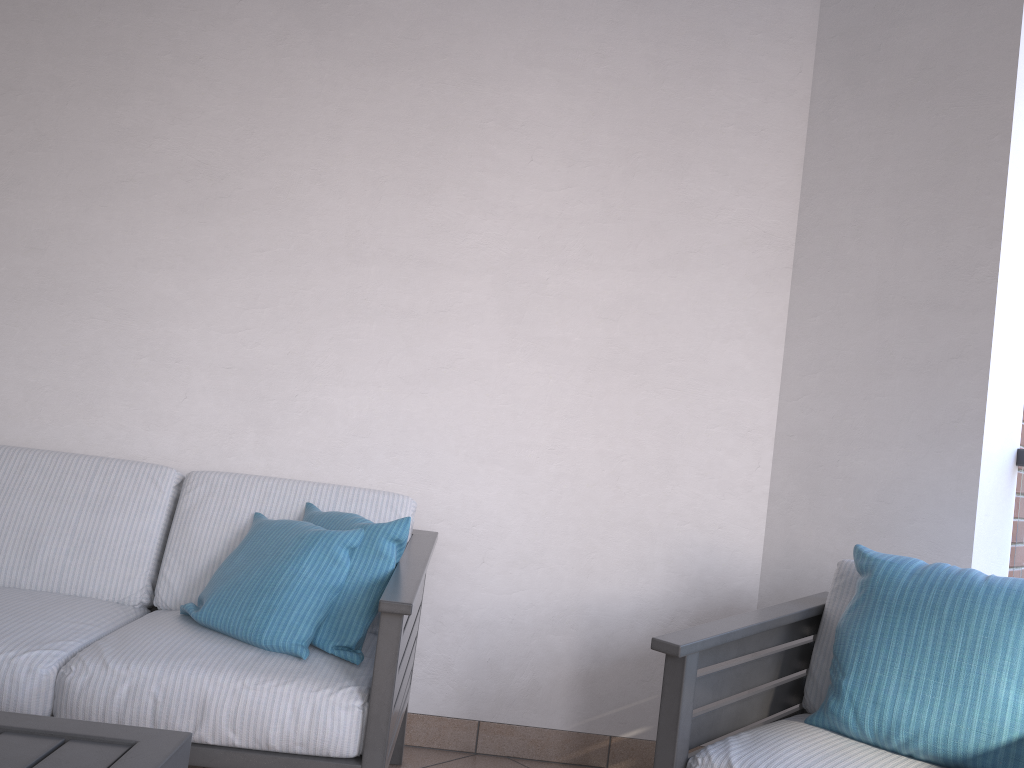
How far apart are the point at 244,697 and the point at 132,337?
1.3 meters

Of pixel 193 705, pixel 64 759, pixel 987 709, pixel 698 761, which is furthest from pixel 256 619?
pixel 987 709

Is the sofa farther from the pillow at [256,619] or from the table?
the table

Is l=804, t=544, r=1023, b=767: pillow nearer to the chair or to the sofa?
the chair

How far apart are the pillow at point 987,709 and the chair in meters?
0.0

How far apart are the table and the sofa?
0.6 meters

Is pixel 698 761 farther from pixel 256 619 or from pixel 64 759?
pixel 64 759

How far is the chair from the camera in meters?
1.8 m

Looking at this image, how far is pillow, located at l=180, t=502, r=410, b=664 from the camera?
2.04m

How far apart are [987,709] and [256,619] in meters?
1.5
